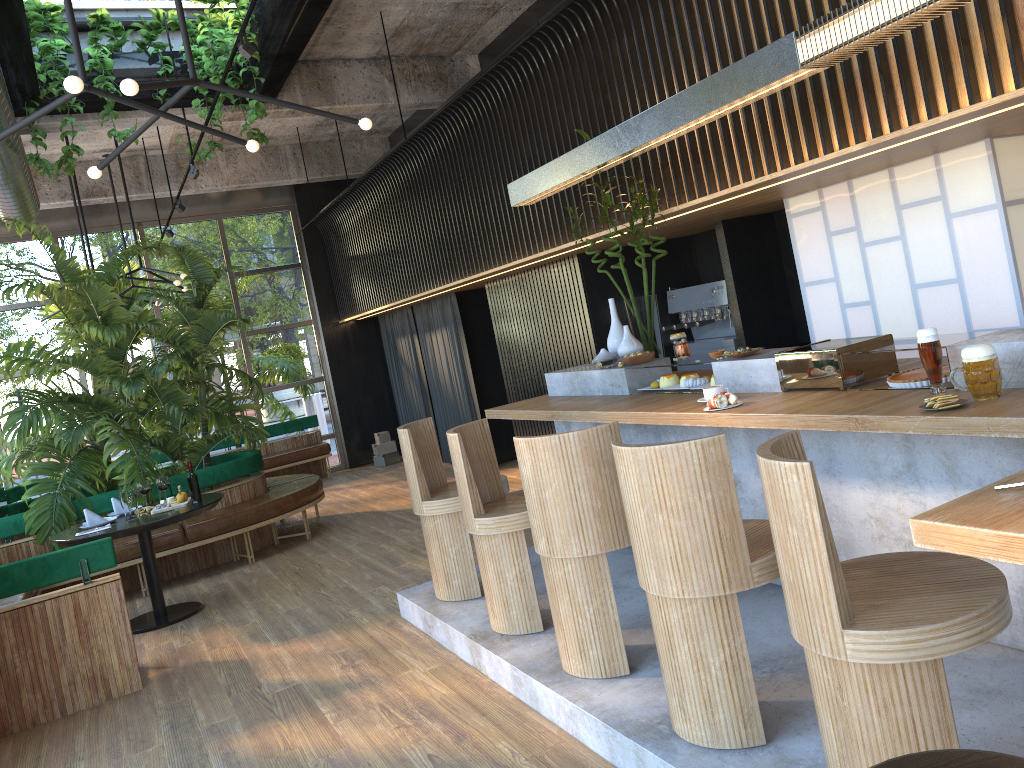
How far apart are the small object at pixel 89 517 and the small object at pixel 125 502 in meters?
0.3 m

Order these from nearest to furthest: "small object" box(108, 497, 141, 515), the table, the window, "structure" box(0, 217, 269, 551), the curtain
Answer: the table < "small object" box(108, 497, 141, 515) < "structure" box(0, 217, 269, 551) < the curtain < the window

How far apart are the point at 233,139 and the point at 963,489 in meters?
3.5 m

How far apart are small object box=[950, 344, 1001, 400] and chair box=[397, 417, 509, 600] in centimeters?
288cm

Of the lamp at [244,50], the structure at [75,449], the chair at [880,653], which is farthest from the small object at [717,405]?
the structure at [75,449]

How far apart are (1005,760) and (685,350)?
3.3 meters

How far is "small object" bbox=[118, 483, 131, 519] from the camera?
6.1 meters

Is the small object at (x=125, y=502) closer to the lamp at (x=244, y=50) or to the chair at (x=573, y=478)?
the lamp at (x=244, y=50)

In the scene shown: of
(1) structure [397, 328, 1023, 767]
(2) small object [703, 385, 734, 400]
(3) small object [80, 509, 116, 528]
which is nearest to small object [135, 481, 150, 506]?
(3) small object [80, 509, 116, 528]

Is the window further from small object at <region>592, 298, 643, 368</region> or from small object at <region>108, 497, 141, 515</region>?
small object at <region>592, 298, 643, 368</region>
